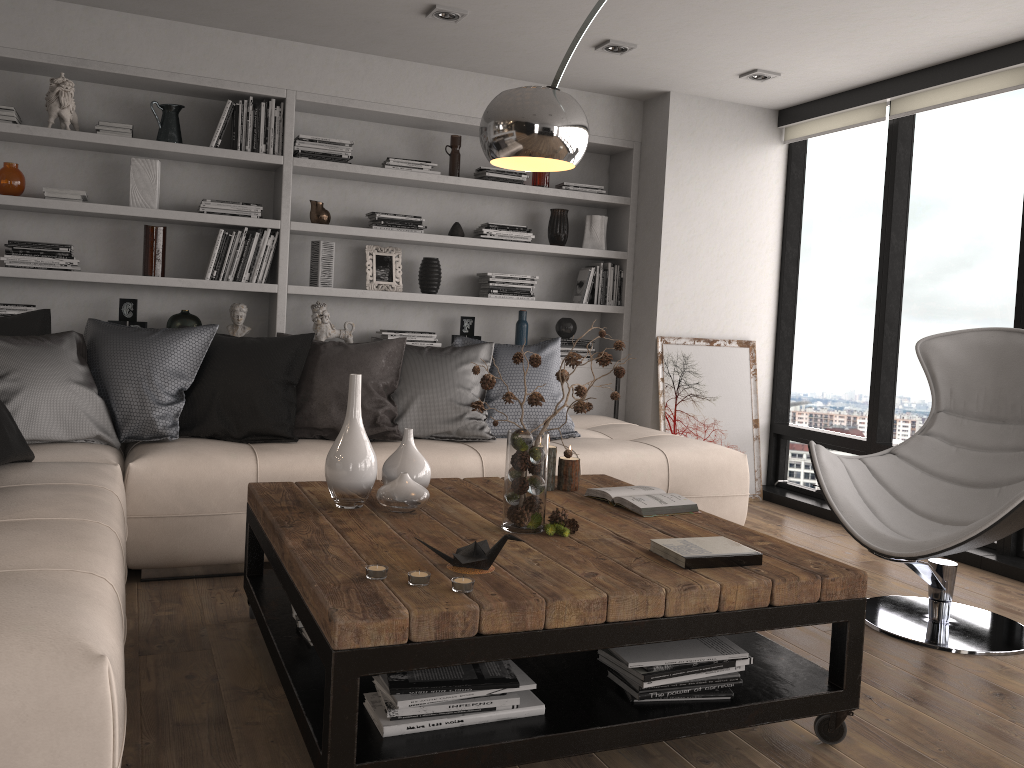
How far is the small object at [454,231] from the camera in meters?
5.2

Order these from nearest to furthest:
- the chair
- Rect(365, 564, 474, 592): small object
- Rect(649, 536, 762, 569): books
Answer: Rect(365, 564, 474, 592): small object → Rect(649, 536, 762, 569): books → the chair

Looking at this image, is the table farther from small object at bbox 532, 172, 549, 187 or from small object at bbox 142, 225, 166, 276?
small object at bbox 532, 172, 549, 187

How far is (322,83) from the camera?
4.70m

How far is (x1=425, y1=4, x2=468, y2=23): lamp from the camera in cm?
399

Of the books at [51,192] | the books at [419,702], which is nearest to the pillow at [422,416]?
the books at [51,192]

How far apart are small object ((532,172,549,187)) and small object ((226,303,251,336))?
1.9m

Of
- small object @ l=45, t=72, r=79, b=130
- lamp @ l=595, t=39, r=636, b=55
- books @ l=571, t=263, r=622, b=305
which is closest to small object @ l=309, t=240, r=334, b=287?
small object @ l=45, t=72, r=79, b=130

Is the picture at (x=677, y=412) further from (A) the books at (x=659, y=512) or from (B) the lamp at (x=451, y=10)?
(A) the books at (x=659, y=512)

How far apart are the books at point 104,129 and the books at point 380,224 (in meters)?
1.29
